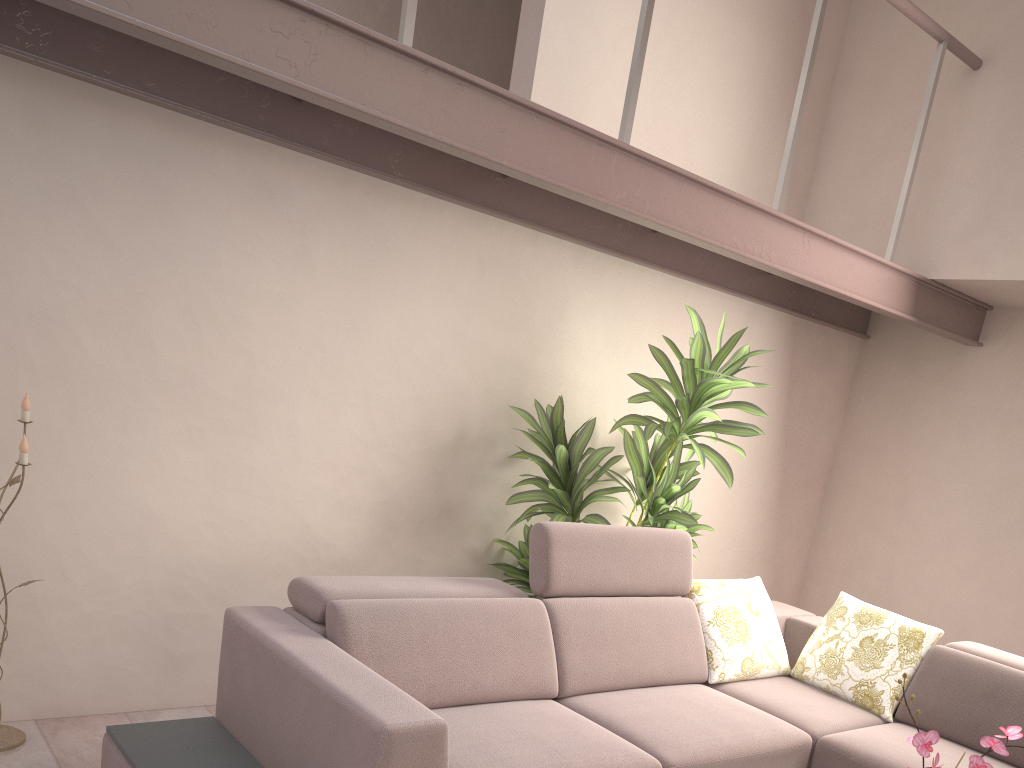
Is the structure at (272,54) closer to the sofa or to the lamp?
the lamp

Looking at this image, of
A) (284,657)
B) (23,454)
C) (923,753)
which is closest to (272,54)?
(23,454)

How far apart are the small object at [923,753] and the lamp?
2.6m

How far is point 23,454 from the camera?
2.6 meters

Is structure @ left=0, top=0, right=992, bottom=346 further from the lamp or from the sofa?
the sofa

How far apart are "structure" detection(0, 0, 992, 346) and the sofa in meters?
1.1

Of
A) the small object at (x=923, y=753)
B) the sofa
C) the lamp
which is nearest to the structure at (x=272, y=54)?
the lamp

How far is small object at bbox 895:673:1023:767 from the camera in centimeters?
188cm

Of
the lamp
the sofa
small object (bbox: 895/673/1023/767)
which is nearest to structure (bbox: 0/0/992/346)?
the lamp

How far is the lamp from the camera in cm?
263
